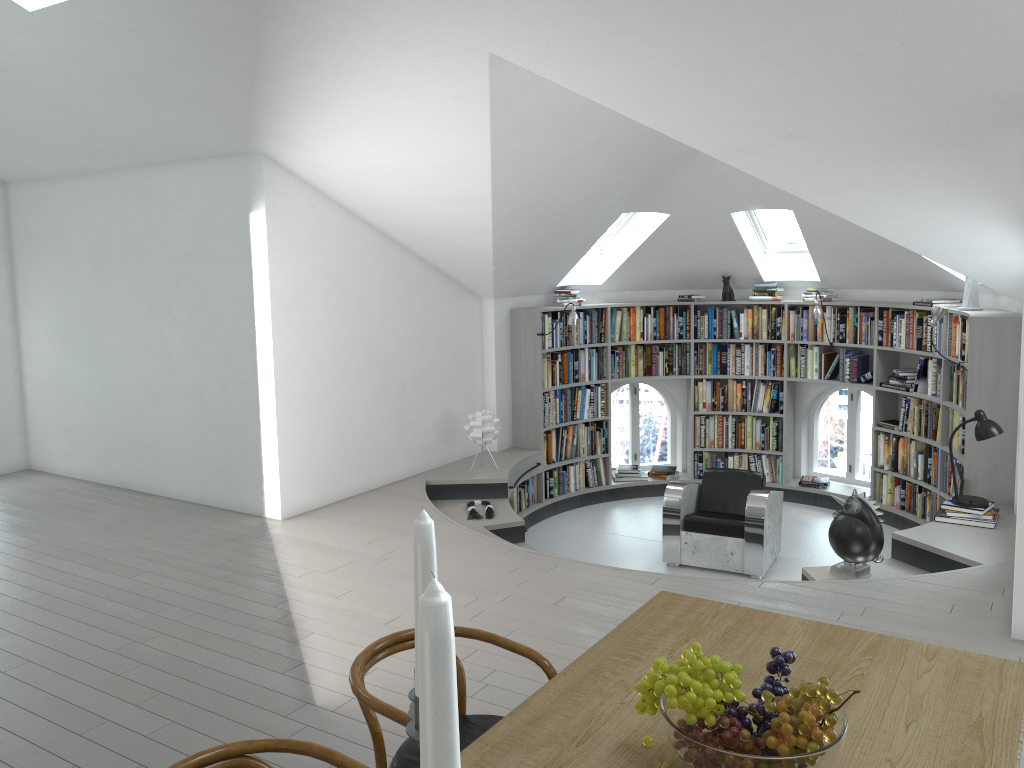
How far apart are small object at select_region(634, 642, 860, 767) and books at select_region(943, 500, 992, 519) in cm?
480

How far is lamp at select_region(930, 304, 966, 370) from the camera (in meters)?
6.87

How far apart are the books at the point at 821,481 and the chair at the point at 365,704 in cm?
699

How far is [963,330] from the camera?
7.0 meters

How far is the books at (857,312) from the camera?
8.40m

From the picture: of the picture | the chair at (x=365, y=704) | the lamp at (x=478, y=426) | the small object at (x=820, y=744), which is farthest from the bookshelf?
the small object at (x=820, y=744)

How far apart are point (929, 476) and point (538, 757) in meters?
6.8

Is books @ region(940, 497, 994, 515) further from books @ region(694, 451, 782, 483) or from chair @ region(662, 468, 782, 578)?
books @ region(694, 451, 782, 483)

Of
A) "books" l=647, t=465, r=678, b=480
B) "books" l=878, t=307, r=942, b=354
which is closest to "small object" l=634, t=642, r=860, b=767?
"books" l=878, t=307, r=942, b=354

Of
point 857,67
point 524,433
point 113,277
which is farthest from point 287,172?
point 857,67
